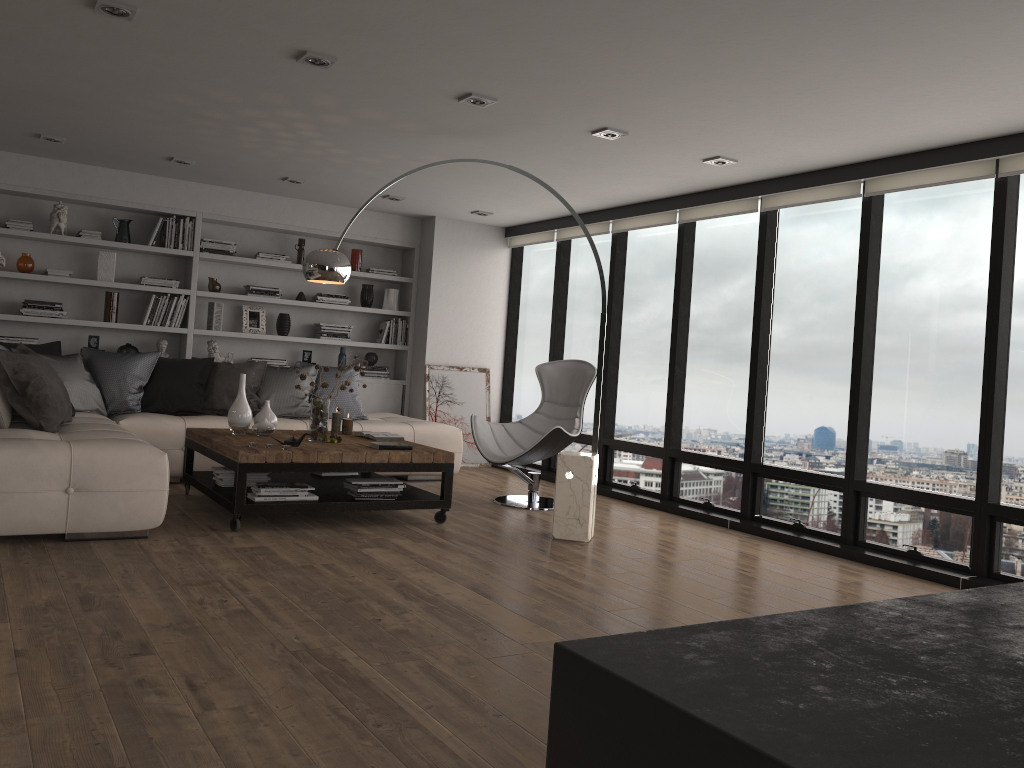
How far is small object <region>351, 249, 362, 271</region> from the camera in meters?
8.6 m

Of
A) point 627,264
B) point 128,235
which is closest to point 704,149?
point 627,264

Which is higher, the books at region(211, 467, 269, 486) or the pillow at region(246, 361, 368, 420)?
the pillow at region(246, 361, 368, 420)

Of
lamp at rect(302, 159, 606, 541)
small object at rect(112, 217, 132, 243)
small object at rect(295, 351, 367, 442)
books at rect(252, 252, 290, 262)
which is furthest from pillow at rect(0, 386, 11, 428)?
books at rect(252, 252, 290, 262)

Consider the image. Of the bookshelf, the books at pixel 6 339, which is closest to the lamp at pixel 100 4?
the bookshelf

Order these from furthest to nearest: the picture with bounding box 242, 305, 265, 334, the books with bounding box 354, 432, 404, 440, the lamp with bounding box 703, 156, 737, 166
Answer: the picture with bounding box 242, 305, 265, 334 < the books with bounding box 354, 432, 404, 440 < the lamp with bounding box 703, 156, 737, 166

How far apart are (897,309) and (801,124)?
1.41m

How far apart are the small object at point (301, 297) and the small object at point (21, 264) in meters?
2.2 m

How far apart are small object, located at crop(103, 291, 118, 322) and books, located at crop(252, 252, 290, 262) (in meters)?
1.27

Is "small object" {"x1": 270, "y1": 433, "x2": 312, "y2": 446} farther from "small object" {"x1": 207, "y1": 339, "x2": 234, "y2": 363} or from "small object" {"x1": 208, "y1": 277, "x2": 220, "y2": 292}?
"small object" {"x1": 208, "y1": 277, "x2": 220, "y2": 292}
